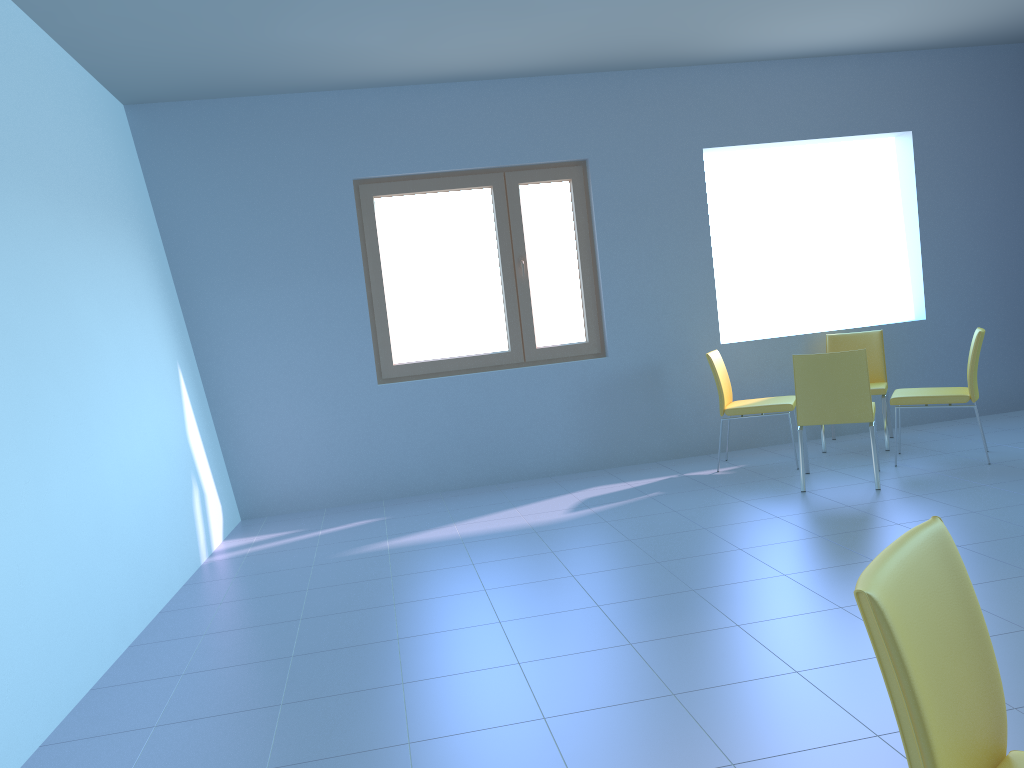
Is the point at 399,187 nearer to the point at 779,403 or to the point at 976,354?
the point at 779,403

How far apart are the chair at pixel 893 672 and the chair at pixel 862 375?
3.3 meters

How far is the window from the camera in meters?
5.5 m

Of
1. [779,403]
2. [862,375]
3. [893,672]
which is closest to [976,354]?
[862,375]

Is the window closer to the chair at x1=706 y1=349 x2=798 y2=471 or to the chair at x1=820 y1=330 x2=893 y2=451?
the chair at x1=706 y1=349 x2=798 y2=471

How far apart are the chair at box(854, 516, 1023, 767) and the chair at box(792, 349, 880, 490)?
3.3 meters

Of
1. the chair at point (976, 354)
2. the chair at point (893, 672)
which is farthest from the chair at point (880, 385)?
the chair at point (893, 672)

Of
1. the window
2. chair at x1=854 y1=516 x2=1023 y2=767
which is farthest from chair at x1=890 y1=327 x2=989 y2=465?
chair at x1=854 y1=516 x2=1023 y2=767

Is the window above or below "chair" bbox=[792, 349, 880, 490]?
above

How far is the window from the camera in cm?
546
